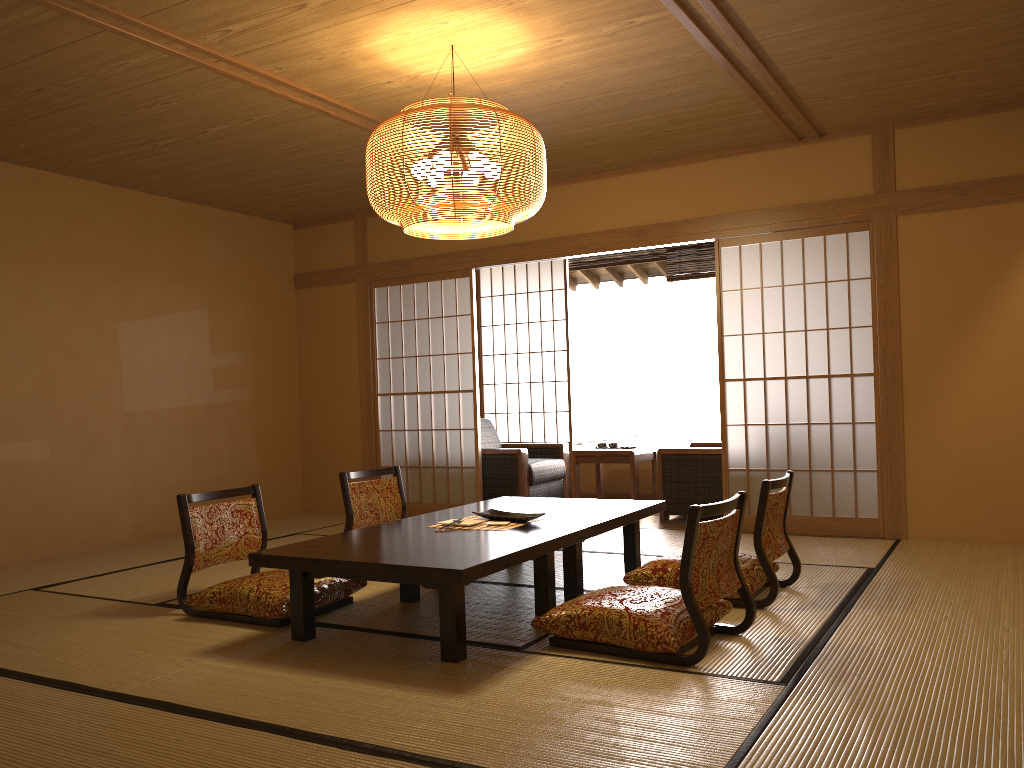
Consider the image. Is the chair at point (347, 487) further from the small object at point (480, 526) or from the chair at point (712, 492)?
the chair at point (712, 492)

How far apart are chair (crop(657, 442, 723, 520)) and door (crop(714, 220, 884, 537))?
0.4 meters

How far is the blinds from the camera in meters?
7.7 m

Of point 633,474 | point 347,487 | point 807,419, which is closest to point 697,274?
point 633,474

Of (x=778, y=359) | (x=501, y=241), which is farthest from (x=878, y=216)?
(x=778, y=359)

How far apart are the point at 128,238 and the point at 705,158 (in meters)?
4.05

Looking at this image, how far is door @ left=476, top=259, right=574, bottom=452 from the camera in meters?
8.6

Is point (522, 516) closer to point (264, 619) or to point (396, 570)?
point (396, 570)

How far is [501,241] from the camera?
6.7m

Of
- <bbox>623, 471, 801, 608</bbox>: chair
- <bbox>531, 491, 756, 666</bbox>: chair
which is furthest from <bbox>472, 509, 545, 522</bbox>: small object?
<bbox>531, 491, 756, 666</bbox>: chair
